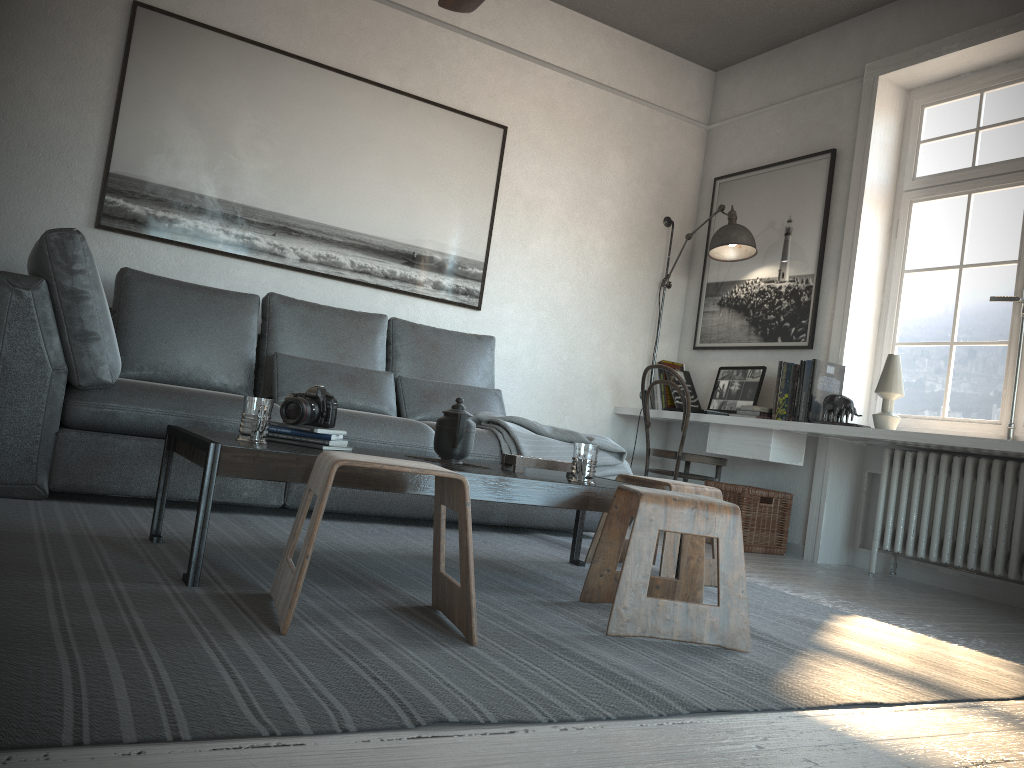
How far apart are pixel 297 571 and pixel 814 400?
3.2m

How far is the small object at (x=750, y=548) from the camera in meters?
4.5 m

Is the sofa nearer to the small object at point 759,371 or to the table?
the table

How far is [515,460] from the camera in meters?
2.6

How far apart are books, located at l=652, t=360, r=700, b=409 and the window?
1.07m

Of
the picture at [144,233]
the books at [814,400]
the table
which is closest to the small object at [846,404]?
the books at [814,400]

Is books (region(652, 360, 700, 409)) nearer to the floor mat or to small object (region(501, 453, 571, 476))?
the floor mat

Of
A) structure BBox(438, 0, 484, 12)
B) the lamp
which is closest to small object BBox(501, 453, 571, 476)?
structure BBox(438, 0, 484, 12)

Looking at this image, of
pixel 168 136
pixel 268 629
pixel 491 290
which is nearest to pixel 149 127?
pixel 168 136

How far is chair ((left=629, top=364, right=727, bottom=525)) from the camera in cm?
474
